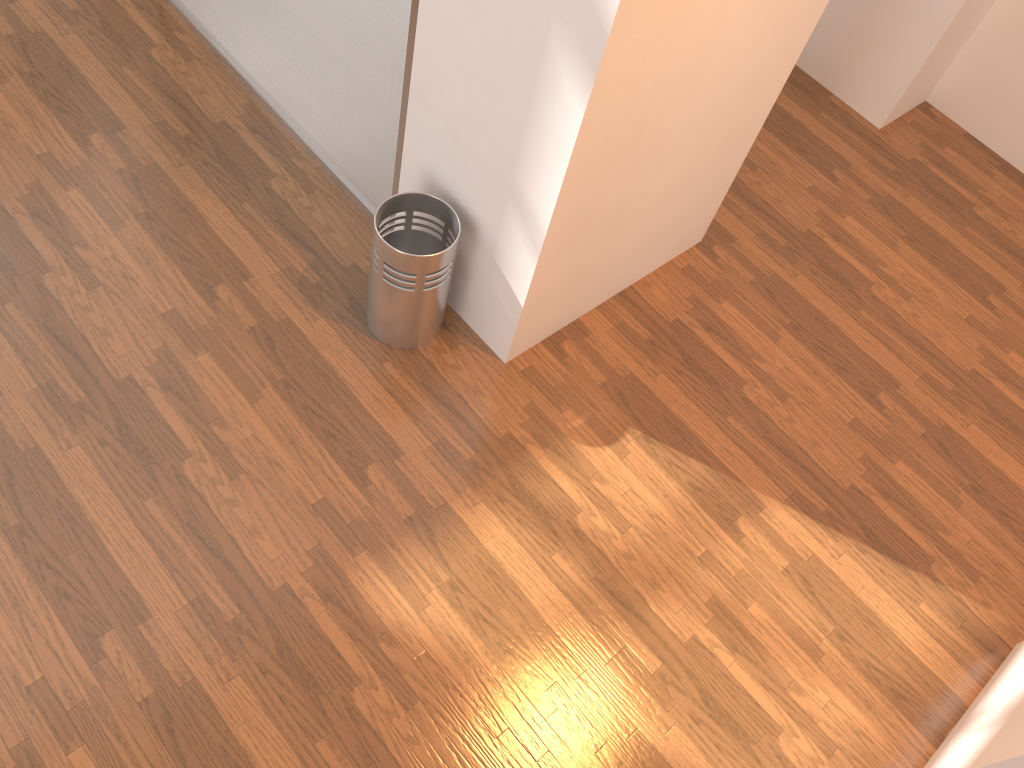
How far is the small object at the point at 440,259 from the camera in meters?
2.5 m

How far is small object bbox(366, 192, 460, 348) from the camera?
2.5 meters

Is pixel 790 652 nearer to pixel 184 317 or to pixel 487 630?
pixel 487 630

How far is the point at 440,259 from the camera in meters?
2.5 m
